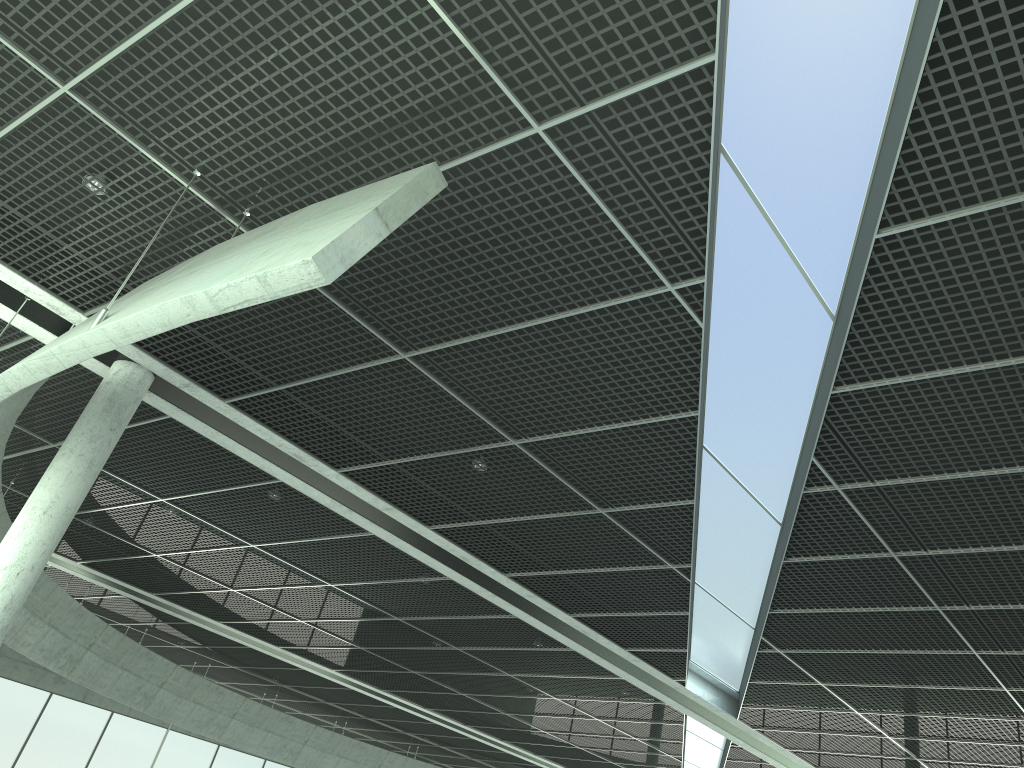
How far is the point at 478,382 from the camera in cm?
2252

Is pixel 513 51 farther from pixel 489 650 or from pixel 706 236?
pixel 489 650

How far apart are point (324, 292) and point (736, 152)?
9.56m
